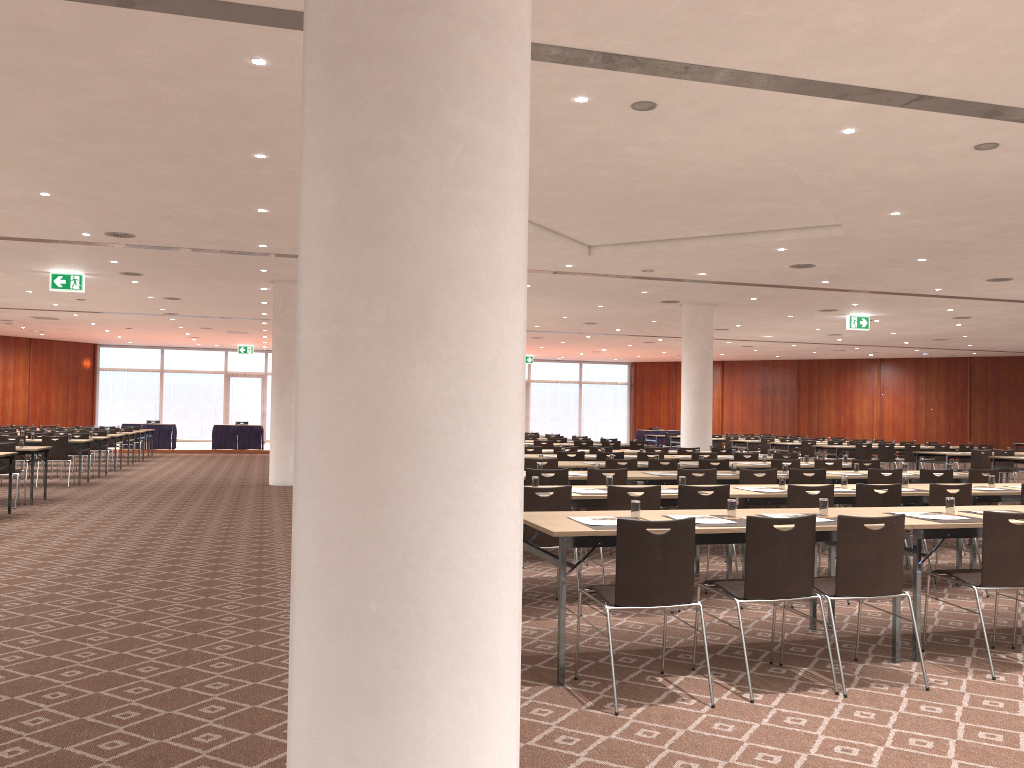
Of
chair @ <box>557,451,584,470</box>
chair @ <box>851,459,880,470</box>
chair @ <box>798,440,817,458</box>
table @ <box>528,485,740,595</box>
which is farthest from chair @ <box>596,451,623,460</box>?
chair @ <box>798,440,817,458</box>

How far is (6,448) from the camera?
12.6m

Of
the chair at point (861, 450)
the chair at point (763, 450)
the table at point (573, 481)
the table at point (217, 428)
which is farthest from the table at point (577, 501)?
the table at point (217, 428)

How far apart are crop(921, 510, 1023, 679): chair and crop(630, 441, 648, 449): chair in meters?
13.5

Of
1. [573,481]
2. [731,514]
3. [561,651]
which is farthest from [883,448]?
[561,651]

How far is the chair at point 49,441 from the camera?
16.0 meters

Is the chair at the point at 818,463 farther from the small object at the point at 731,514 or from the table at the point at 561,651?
the small object at the point at 731,514

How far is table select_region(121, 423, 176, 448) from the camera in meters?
29.1

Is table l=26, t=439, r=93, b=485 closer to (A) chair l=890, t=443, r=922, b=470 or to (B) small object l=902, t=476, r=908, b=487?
(B) small object l=902, t=476, r=908, b=487

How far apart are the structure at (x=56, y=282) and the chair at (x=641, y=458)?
11.2m
